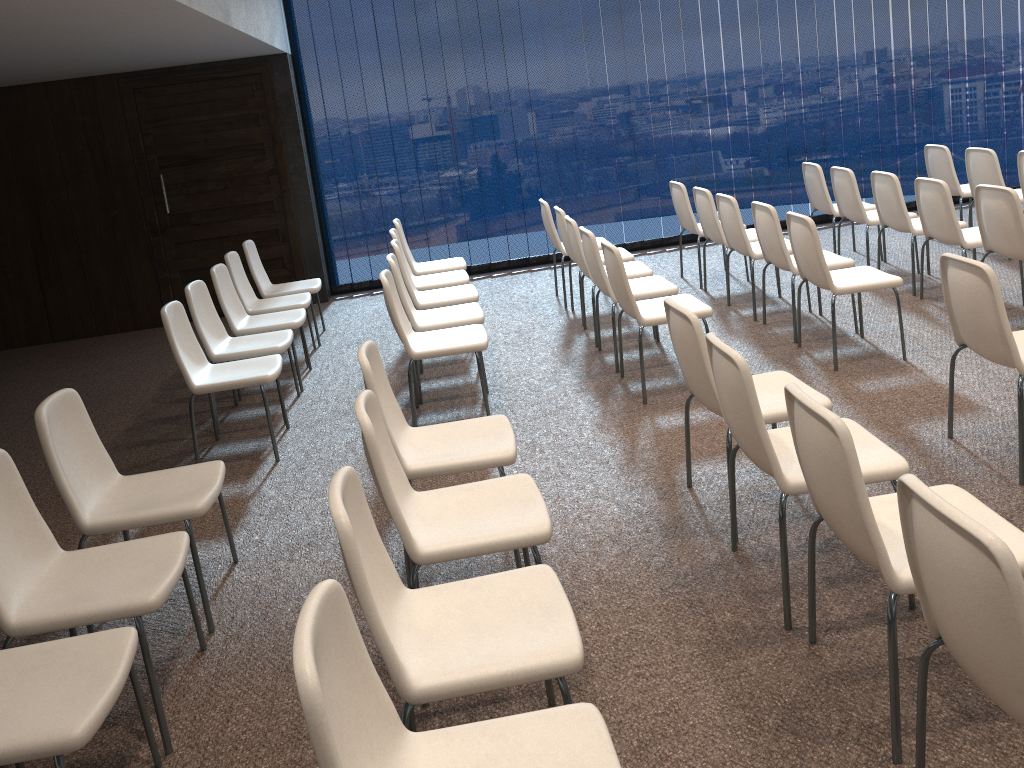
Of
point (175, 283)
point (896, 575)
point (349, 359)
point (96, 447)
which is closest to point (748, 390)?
point (896, 575)

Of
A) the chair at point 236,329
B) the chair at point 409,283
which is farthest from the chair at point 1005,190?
the chair at point 236,329

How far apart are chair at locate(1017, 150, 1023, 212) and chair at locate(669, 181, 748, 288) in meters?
2.4 m

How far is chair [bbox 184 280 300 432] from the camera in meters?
5.3 m

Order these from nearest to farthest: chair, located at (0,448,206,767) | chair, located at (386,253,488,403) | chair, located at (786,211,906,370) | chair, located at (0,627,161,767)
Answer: chair, located at (0,627,161,767) → chair, located at (0,448,206,767) → chair, located at (786,211,906,370) → chair, located at (386,253,488,403)

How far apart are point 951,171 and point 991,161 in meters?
0.6 m

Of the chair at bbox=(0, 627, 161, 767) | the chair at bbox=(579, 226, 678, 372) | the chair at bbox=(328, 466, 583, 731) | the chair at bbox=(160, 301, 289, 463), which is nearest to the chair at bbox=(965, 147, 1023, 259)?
the chair at bbox=(579, 226, 678, 372)

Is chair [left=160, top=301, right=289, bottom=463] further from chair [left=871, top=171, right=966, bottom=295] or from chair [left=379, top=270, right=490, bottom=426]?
chair [left=871, top=171, right=966, bottom=295]

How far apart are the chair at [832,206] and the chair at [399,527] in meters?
5.3 m

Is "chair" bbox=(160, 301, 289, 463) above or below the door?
below
